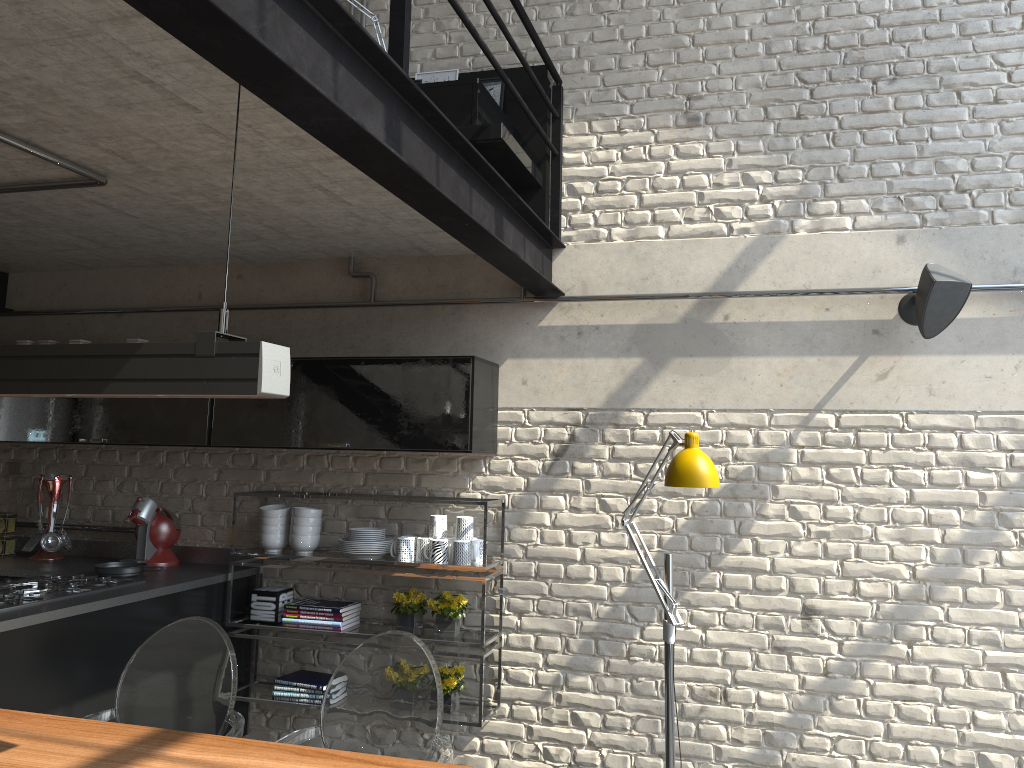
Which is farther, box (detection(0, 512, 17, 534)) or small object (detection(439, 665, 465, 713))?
box (detection(0, 512, 17, 534))

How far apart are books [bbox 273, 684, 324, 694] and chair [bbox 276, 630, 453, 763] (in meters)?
1.45

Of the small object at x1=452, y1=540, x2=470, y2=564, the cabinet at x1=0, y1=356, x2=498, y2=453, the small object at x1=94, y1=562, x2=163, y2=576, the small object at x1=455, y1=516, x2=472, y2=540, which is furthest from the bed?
the small object at x1=94, y1=562, x2=163, y2=576

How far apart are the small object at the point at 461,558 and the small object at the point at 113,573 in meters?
1.4 m

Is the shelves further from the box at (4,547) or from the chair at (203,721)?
the box at (4,547)

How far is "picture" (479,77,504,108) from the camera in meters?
4.2

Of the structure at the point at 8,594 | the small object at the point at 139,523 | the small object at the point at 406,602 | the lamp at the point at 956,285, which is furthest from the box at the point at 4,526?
the lamp at the point at 956,285

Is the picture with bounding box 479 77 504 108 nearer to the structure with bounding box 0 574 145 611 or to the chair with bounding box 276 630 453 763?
the chair with bounding box 276 630 453 763

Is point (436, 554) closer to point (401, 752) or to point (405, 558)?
point (405, 558)

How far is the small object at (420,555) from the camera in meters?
4.0 m
